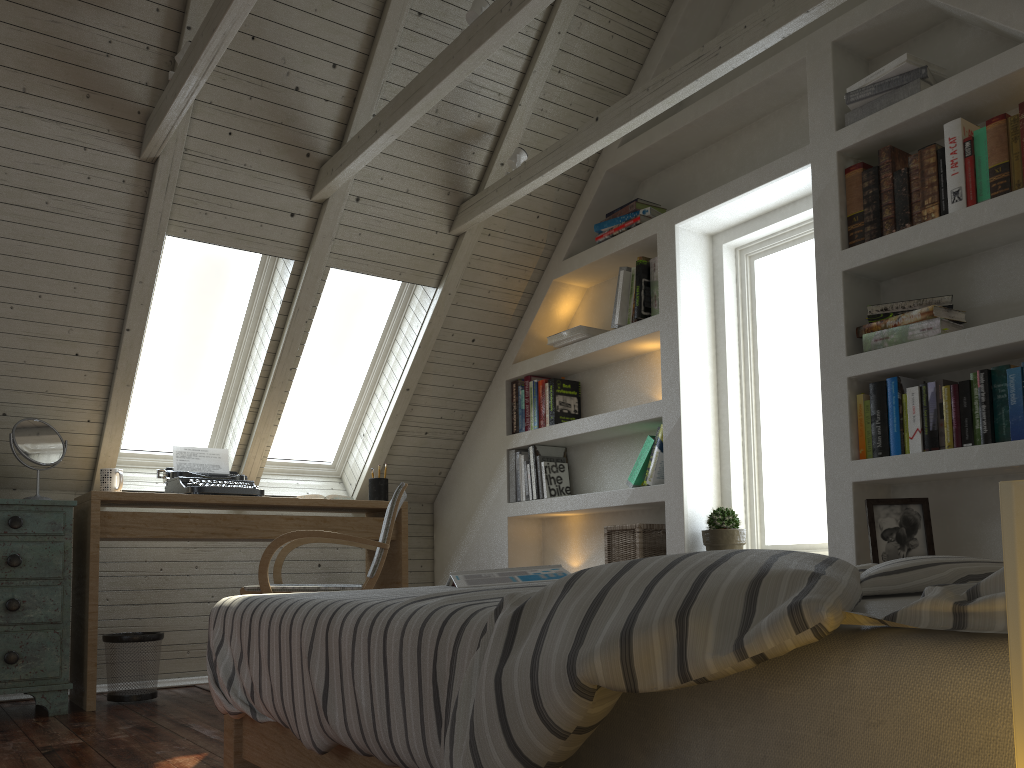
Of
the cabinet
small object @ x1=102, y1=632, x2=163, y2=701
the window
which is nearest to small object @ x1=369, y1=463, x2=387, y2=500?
the window

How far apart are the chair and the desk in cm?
33

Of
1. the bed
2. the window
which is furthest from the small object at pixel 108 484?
the bed

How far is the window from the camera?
3.3m

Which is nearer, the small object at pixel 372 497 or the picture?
the picture

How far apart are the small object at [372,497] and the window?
0.5m

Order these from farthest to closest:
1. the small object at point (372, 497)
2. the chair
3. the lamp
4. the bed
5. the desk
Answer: the small object at point (372, 497)
the desk
the chair
the bed
the lamp

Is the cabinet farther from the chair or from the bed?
the bed

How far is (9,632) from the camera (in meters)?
2.99

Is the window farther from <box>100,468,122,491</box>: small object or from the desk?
<box>100,468,122,491</box>: small object
